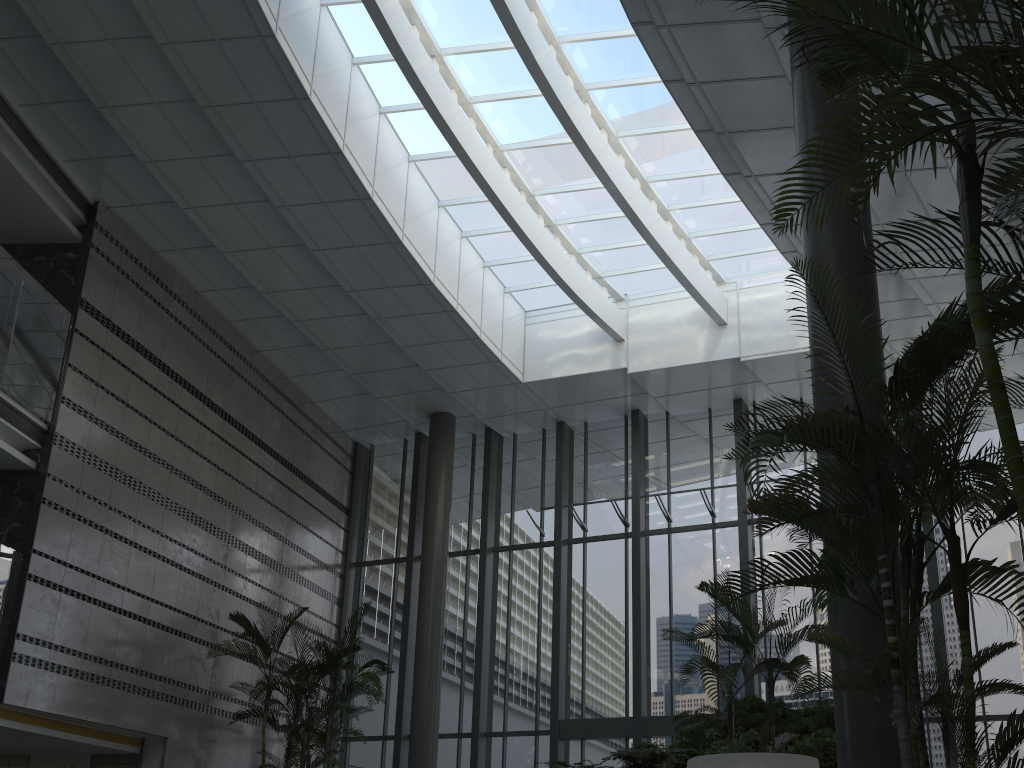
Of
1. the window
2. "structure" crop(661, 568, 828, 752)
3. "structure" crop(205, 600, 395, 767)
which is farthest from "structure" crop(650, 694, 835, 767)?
"structure" crop(205, 600, 395, 767)

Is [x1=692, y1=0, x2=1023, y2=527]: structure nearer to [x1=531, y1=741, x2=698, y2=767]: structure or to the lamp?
the lamp

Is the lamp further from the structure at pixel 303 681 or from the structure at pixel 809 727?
the structure at pixel 303 681

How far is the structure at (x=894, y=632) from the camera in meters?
3.3 m

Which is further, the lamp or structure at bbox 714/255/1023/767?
the lamp

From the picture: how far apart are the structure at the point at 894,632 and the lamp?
1.0m

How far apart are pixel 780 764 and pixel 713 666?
1.4 meters

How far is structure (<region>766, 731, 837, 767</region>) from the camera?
5.91m

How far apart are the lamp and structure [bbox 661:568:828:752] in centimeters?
91cm

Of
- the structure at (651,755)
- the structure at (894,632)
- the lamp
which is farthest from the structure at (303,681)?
the structure at (894,632)
